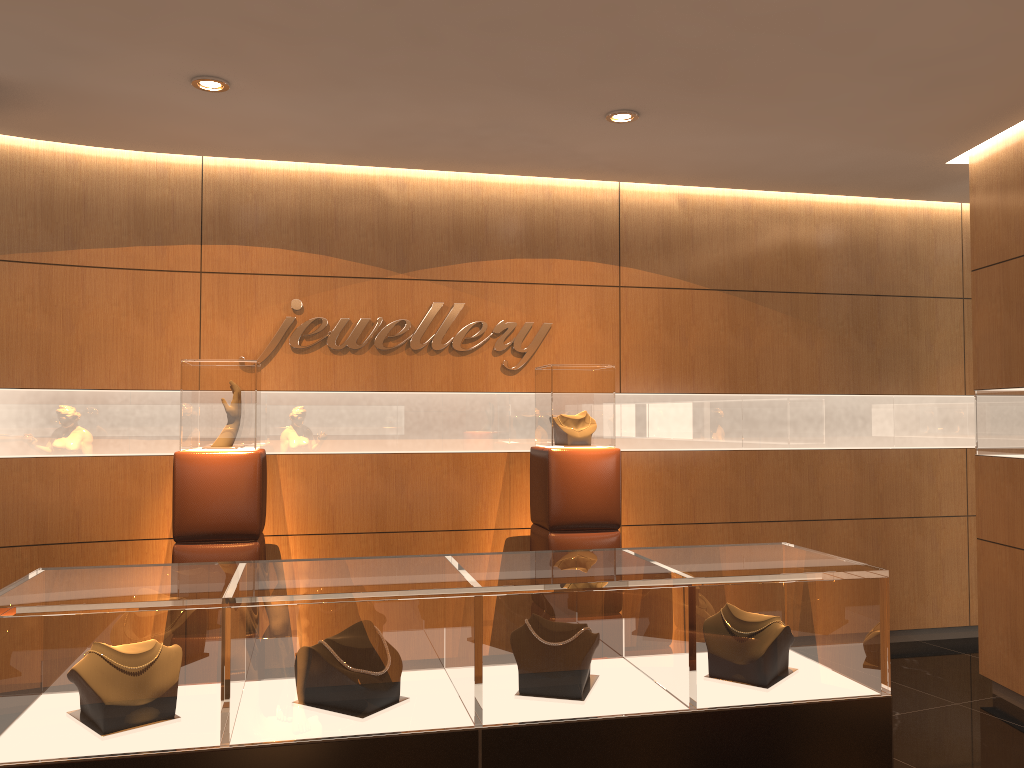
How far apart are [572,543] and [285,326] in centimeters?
227cm

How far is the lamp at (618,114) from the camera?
4.7m

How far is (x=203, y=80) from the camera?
4.25m

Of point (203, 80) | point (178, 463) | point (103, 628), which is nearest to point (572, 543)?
point (178, 463)

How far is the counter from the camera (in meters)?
2.18

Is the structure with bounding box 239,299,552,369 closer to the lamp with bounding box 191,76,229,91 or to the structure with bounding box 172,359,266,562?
the structure with bounding box 172,359,266,562

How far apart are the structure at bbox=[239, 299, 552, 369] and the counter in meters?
3.0 m

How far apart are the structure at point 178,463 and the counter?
2.14m

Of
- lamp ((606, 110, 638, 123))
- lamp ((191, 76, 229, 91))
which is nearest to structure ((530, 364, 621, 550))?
lamp ((606, 110, 638, 123))

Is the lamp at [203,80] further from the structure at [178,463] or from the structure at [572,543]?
the structure at [572,543]
